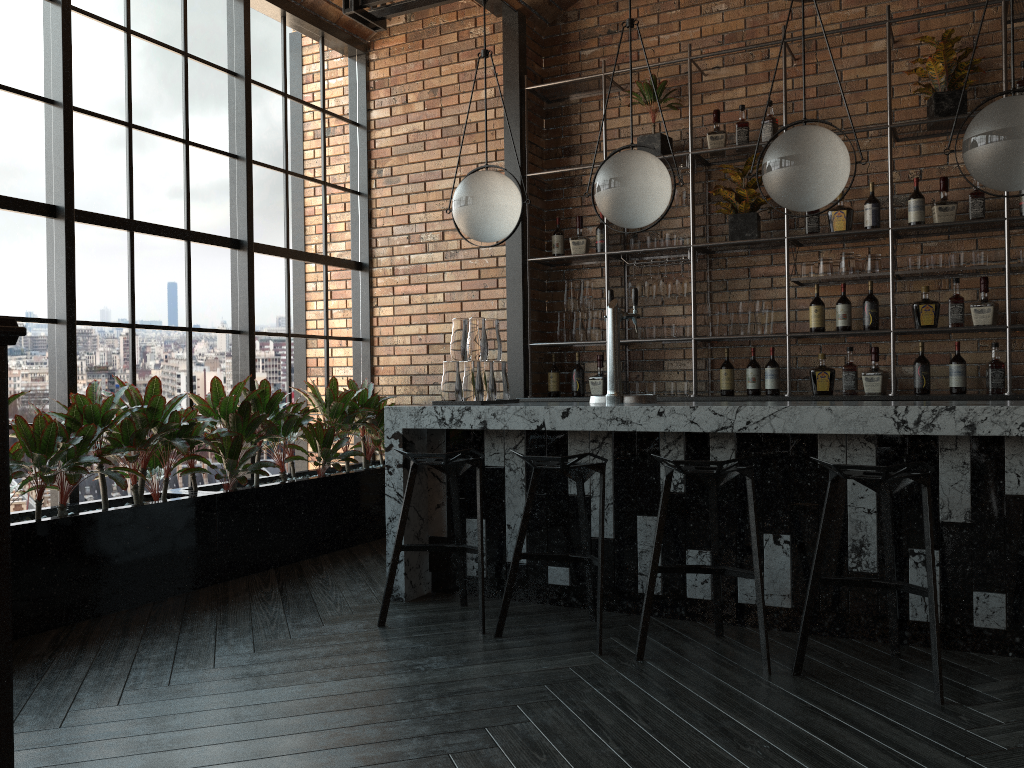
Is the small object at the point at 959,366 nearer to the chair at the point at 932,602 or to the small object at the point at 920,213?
the small object at the point at 920,213

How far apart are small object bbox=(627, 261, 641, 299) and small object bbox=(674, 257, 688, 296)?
0.3m

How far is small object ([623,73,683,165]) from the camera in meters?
5.6 m

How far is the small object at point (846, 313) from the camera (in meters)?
Answer: 5.19

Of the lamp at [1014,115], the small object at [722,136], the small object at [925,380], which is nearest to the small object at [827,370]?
the small object at [925,380]

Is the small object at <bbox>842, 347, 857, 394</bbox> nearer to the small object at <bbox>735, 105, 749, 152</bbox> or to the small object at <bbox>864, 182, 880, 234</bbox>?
the small object at <bbox>864, 182, 880, 234</bbox>

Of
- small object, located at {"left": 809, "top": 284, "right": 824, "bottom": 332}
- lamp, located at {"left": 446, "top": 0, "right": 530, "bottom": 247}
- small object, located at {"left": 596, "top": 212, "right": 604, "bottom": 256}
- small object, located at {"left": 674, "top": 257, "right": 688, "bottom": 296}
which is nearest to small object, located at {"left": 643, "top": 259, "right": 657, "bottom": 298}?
small object, located at {"left": 674, "top": 257, "right": 688, "bottom": 296}

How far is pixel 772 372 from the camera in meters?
5.4

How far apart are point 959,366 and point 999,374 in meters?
0.2

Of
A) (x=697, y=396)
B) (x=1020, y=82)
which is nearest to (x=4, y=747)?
(x=697, y=396)
